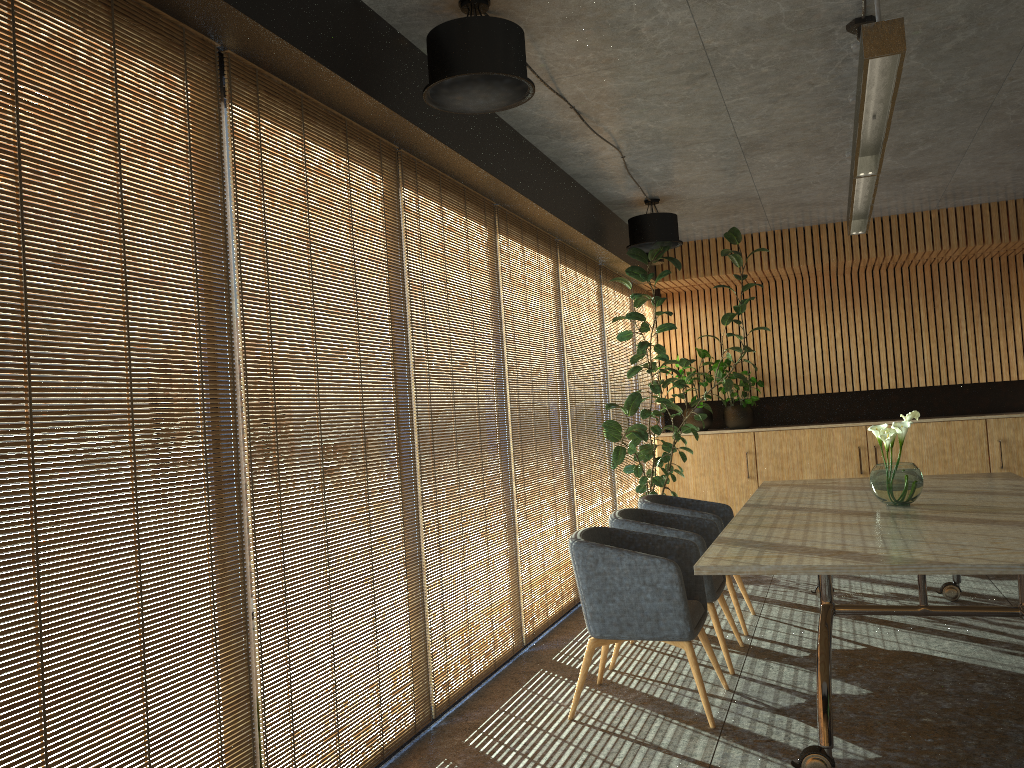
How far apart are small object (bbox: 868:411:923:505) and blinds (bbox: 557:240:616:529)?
2.8m

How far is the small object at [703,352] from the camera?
10.9 meters

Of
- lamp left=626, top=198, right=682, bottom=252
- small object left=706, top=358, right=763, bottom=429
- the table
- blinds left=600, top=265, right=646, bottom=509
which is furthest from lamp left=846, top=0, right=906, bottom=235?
small object left=706, top=358, right=763, bottom=429

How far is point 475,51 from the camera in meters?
3.8 m

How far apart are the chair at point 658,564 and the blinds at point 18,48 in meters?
1.9

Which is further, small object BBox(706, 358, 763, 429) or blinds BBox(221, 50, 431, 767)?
small object BBox(706, 358, 763, 429)

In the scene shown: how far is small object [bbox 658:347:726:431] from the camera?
10.9m

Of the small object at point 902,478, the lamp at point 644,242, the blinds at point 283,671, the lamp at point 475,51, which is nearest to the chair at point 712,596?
the small object at point 902,478

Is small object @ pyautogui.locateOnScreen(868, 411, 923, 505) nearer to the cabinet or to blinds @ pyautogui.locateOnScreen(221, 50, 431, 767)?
blinds @ pyautogui.locateOnScreen(221, 50, 431, 767)

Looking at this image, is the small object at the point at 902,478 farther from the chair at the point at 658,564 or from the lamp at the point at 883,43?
the lamp at the point at 883,43
